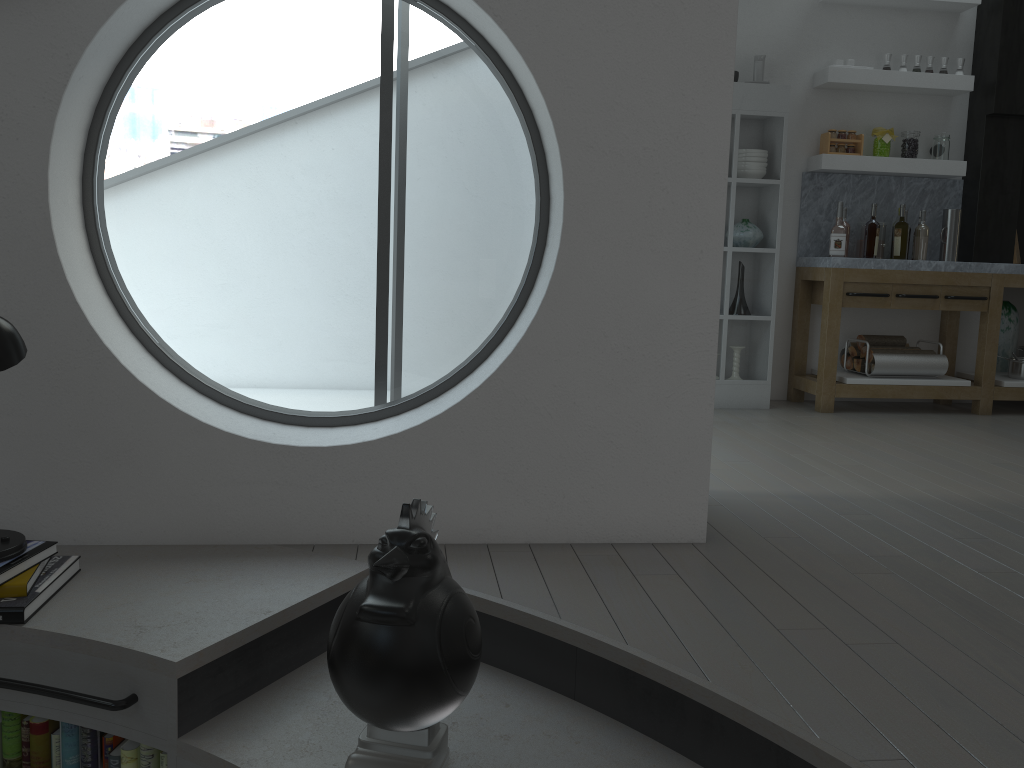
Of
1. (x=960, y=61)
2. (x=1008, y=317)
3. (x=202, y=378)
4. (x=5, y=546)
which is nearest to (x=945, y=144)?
(x=960, y=61)

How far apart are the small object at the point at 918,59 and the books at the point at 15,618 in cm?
556

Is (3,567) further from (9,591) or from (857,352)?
(857,352)

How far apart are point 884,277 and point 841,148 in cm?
91

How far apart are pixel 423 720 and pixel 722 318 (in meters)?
4.18

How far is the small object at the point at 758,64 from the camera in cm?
540

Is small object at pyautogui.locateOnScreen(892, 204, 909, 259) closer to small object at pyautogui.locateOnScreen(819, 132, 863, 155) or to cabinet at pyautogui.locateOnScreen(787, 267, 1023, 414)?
cabinet at pyautogui.locateOnScreen(787, 267, 1023, 414)

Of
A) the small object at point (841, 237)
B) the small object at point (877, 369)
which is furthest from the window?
the small object at point (877, 369)

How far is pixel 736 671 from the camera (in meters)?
1.95

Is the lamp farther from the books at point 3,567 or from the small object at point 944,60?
the small object at point 944,60
